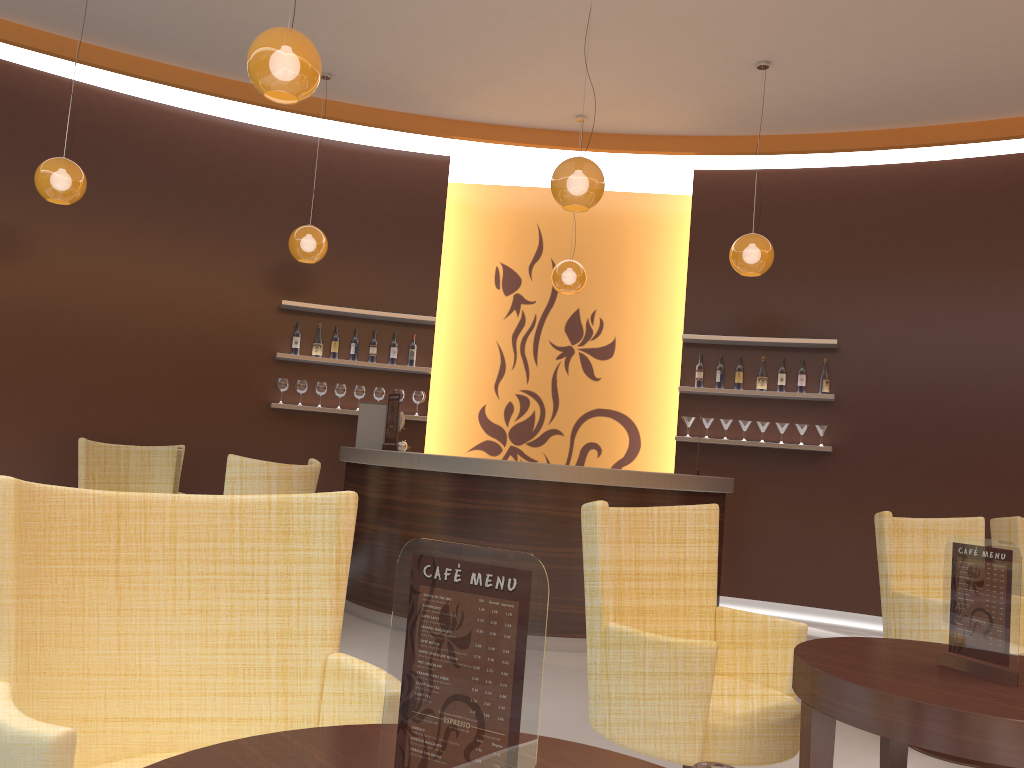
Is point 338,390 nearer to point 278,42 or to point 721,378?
point 721,378

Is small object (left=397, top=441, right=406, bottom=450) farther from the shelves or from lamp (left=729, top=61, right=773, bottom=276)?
lamp (left=729, top=61, right=773, bottom=276)

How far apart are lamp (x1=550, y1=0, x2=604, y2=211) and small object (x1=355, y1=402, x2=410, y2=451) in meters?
2.3

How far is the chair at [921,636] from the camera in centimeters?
375cm

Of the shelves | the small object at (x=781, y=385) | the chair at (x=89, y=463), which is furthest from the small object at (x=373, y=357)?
the small object at (x=781, y=385)

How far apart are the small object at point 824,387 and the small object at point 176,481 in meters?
4.9

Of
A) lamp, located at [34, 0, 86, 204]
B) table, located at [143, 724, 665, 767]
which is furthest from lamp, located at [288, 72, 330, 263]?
table, located at [143, 724, 665, 767]

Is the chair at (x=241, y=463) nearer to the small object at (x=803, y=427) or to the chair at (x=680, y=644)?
the chair at (x=680, y=644)

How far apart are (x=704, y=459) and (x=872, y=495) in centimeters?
136cm

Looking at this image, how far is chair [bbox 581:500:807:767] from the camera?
2.35m
